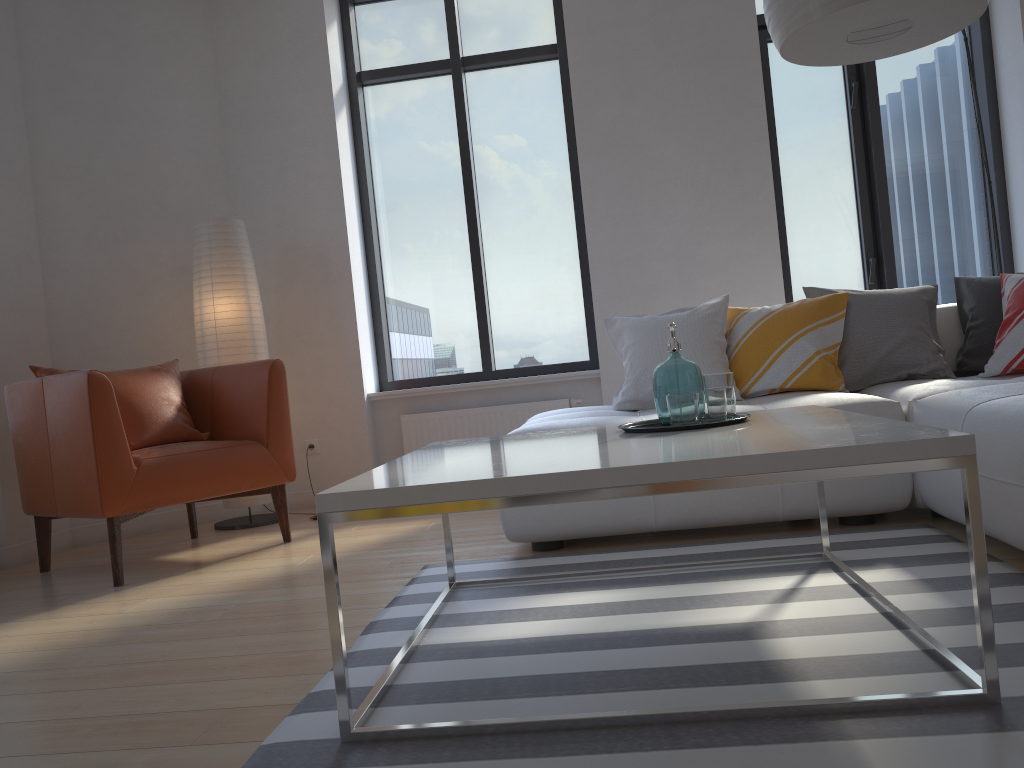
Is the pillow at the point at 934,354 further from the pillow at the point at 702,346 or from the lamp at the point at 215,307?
the lamp at the point at 215,307

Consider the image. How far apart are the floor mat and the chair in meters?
1.1 m

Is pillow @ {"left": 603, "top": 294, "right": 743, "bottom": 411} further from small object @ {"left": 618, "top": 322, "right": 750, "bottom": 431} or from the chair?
the chair

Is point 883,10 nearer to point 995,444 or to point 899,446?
point 995,444

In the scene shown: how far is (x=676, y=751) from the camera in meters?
1.4

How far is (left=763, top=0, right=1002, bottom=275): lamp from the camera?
2.3m

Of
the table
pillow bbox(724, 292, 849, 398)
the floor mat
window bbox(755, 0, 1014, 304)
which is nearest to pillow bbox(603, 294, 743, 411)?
pillow bbox(724, 292, 849, 398)

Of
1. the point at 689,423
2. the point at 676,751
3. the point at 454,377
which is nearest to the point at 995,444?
the point at 689,423

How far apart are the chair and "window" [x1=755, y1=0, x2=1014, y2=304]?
2.9 meters

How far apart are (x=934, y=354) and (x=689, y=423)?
1.8 meters
